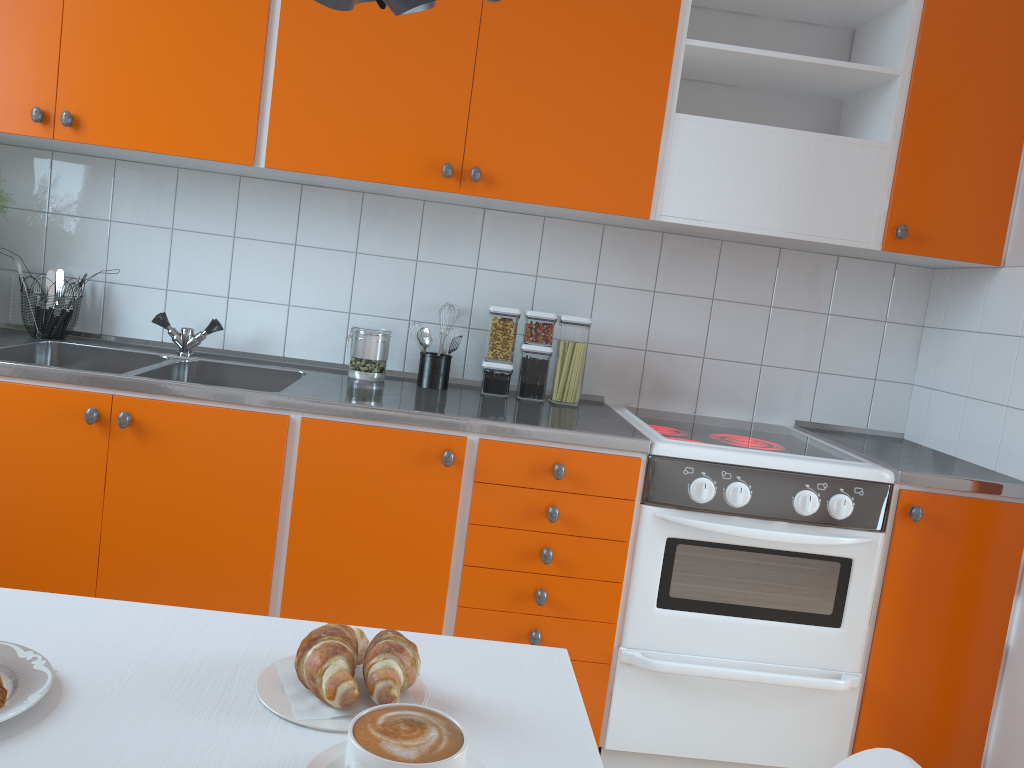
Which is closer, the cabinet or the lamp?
Answer: the lamp

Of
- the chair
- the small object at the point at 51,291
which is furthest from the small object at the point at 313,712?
the small object at the point at 51,291

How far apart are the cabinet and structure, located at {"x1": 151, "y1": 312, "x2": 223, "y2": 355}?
0.44m

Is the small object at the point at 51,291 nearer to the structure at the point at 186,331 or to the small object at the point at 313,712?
the structure at the point at 186,331

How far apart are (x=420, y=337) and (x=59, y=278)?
1.1m

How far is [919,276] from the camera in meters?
2.8

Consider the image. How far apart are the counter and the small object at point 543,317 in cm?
2

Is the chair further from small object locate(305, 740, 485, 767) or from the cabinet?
the cabinet

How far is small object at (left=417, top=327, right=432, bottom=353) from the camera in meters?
2.5

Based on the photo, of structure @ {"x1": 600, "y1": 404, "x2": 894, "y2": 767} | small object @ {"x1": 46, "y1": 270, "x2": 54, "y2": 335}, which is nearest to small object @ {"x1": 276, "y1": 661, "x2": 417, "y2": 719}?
structure @ {"x1": 600, "y1": 404, "x2": 894, "y2": 767}
